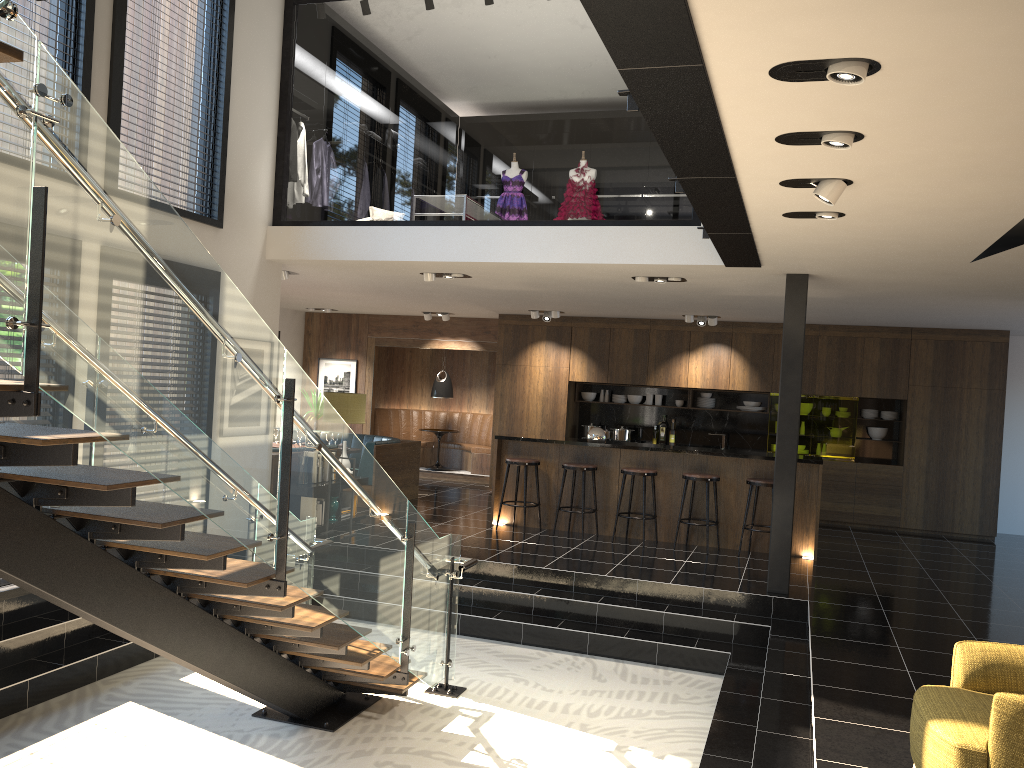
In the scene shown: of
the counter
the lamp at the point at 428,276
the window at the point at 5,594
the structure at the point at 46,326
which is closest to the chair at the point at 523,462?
the counter

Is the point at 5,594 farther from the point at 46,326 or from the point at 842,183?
the point at 842,183

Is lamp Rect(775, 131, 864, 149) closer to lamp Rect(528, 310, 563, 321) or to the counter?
the counter

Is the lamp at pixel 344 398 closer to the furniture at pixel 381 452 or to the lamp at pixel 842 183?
the furniture at pixel 381 452

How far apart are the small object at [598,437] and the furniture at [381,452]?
2.73m

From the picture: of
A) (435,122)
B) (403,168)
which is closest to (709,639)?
(403,168)

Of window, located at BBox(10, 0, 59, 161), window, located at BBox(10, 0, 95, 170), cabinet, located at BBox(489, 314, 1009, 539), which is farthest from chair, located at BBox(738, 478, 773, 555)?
window, located at BBox(10, 0, 59, 161)

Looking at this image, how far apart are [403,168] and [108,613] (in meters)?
29.82

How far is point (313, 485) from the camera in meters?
4.4

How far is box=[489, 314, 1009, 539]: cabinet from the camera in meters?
11.4
